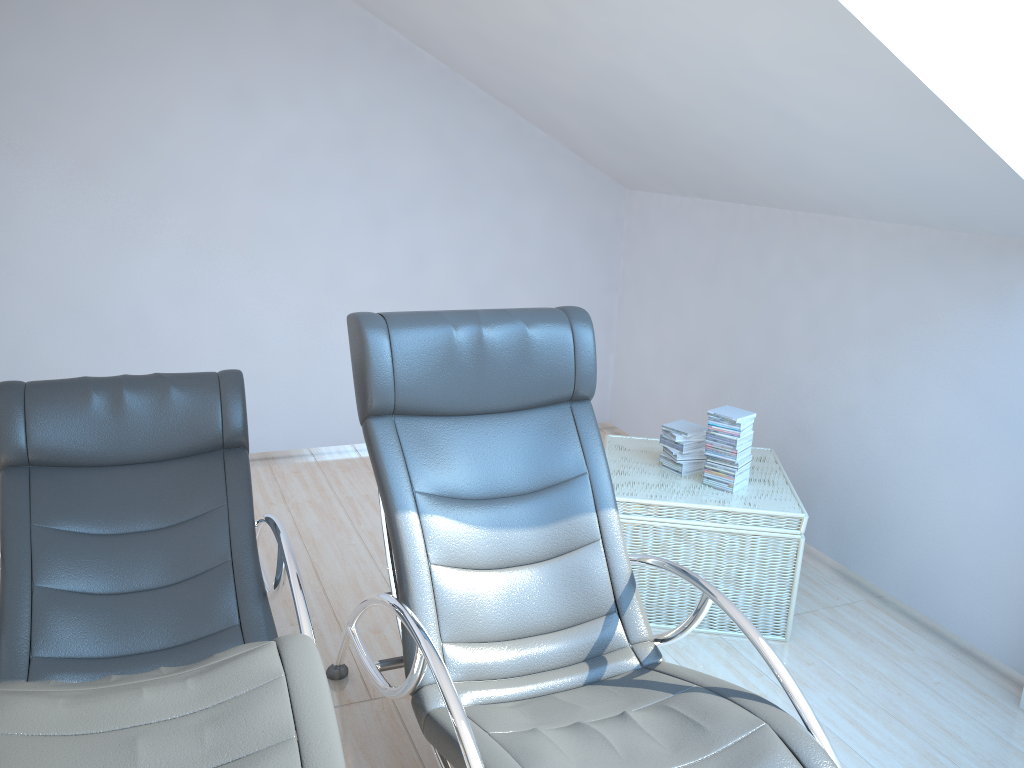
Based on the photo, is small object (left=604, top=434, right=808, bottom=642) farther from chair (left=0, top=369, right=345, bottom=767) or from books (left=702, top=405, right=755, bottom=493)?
chair (left=0, top=369, right=345, bottom=767)

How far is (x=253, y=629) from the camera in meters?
2.5 m

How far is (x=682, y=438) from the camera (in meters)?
3.46

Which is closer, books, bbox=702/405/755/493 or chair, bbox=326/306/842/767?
chair, bbox=326/306/842/767

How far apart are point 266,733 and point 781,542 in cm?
215

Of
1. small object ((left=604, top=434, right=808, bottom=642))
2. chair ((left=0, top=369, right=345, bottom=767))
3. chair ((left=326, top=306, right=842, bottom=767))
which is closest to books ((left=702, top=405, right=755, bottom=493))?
small object ((left=604, top=434, right=808, bottom=642))

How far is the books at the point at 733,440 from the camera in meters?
3.3 m

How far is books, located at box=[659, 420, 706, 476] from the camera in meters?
3.5

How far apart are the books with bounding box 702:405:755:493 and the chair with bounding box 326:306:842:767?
0.78m

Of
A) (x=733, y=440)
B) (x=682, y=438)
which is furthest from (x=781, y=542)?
(x=682, y=438)
